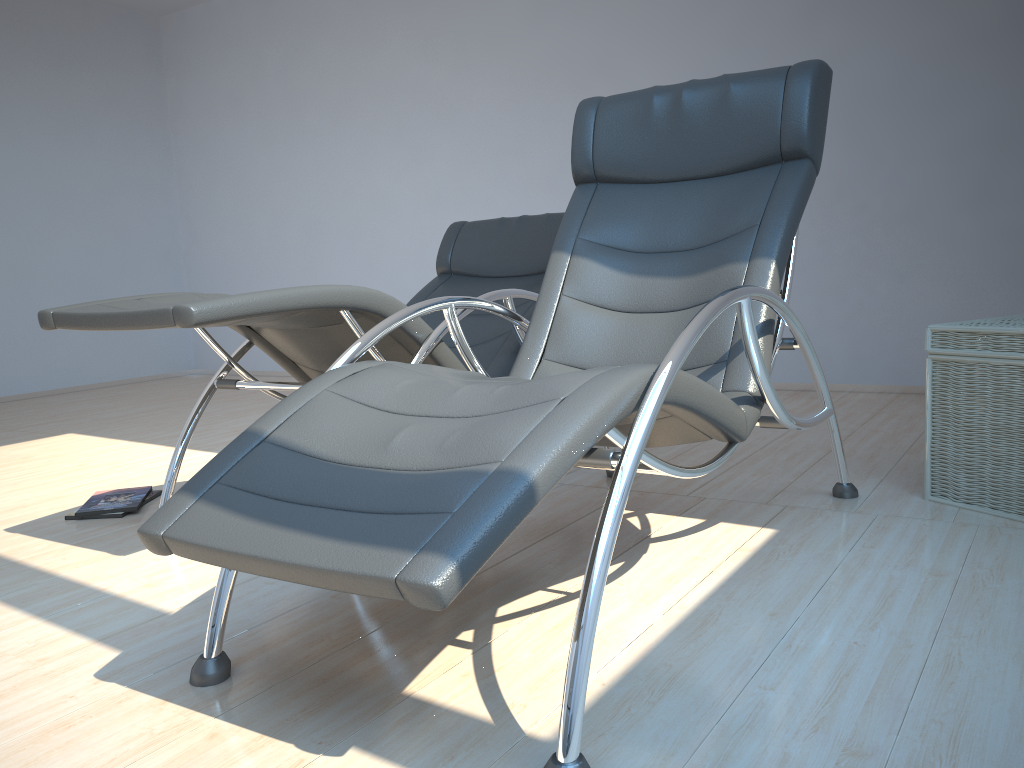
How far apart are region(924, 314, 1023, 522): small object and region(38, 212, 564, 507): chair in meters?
1.2 m

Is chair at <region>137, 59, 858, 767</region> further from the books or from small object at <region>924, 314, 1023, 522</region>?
the books

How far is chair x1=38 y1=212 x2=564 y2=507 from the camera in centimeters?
207cm

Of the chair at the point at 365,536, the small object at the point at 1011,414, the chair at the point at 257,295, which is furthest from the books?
the small object at the point at 1011,414

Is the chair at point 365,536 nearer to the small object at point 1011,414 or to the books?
the small object at point 1011,414

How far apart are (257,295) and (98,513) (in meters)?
1.26

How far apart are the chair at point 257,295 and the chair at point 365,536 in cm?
20

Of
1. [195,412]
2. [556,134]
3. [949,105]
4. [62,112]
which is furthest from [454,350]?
[62,112]

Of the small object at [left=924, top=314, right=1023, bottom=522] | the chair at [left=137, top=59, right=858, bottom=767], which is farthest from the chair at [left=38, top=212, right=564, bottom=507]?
the small object at [left=924, top=314, right=1023, bottom=522]

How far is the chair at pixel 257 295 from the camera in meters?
2.1
